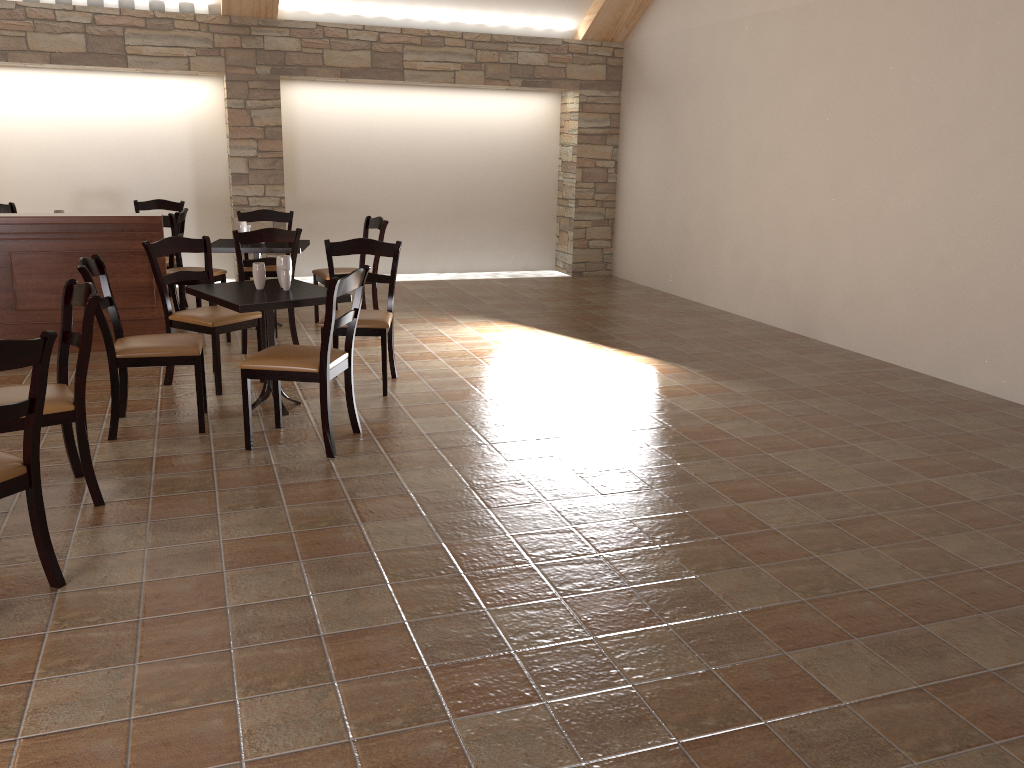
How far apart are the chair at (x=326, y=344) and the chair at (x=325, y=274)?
2.4 meters

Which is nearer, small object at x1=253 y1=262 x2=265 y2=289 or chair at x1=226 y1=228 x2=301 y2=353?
small object at x1=253 y1=262 x2=265 y2=289

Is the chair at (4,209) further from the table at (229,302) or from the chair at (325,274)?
the table at (229,302)

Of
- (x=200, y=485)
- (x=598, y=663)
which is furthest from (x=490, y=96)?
(x=598, y=663)

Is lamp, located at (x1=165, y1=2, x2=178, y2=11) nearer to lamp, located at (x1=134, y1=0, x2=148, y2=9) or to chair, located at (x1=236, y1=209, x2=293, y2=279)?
lamp, located at (x1=134, y1=0, x2=148, y2=9)

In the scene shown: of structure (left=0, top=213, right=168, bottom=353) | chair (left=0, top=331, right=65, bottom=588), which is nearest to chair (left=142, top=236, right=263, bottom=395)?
structure (left=0, top=213, right=168, bottom=353)

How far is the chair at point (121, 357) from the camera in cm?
420

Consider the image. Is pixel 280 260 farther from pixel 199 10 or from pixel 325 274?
pixel 199 10

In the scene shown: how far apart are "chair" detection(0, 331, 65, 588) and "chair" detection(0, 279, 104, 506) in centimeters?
55cm

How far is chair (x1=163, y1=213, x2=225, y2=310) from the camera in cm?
692
